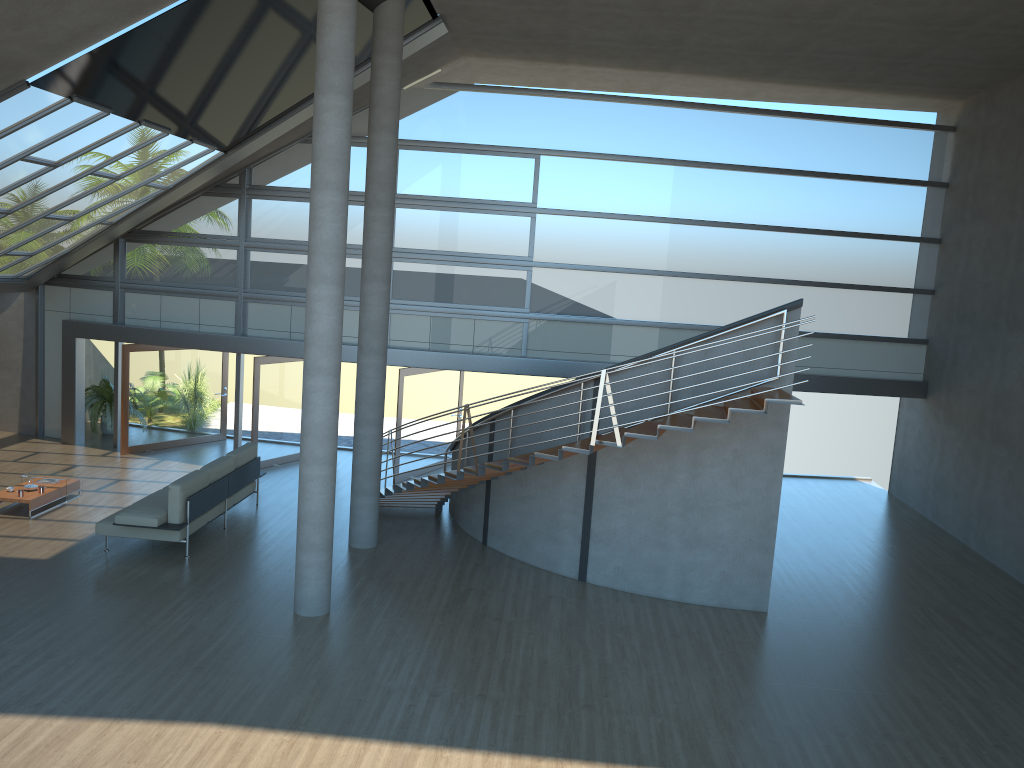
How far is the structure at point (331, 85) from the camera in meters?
8.6 m

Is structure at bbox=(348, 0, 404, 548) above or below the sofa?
above

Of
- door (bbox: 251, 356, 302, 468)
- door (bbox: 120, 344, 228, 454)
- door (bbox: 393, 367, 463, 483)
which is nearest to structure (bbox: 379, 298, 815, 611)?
door (bbox: 393, 367, 463, 483)

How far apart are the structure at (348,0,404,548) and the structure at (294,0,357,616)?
2.2 meters

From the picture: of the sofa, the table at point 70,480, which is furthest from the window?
the table at point 70,480

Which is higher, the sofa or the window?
the window

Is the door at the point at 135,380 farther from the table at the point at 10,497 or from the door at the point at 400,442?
the door at the point at 400,442

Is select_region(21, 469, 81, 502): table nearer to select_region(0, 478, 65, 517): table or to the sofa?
select_region(0, 478, 65, 517): table

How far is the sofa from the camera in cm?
1054

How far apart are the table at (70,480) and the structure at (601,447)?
4.5m
